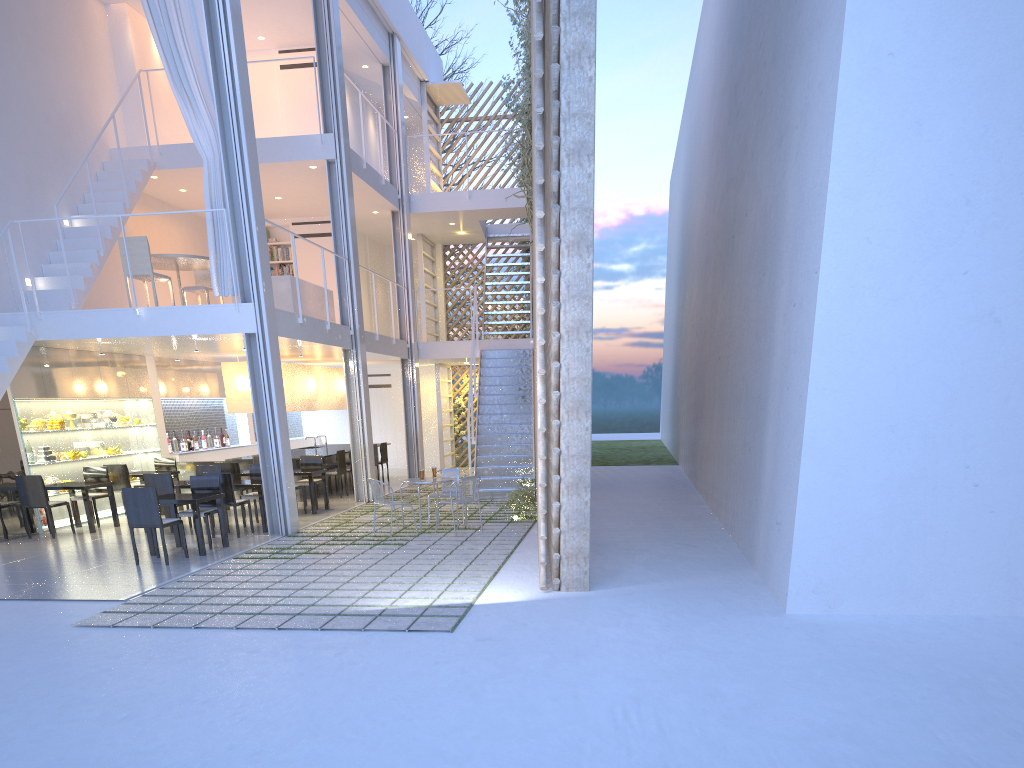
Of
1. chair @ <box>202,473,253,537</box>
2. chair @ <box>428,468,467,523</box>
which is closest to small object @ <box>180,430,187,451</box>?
chair @ <box>202,473,253,537</box>

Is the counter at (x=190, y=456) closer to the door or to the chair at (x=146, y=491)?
the door

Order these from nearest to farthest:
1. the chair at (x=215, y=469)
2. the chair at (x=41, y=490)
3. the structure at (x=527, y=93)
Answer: the chair at (x=41, y=490) < the chair at (x=215, y=469) < the structure at (x=527, y=93)

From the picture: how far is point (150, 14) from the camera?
5.4m

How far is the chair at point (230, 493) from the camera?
5.4m

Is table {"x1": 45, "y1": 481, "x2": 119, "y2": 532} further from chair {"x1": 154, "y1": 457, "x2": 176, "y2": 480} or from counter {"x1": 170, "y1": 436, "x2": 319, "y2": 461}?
counter {"x1": 170, "y1": 436, "x2": 319, "y2": 461}

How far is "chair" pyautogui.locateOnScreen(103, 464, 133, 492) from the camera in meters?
6.5

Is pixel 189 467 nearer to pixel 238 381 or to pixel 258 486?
pixel 238 381

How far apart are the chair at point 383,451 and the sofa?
1.9 meters

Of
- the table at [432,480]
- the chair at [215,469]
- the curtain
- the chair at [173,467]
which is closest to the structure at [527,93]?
the curtain
